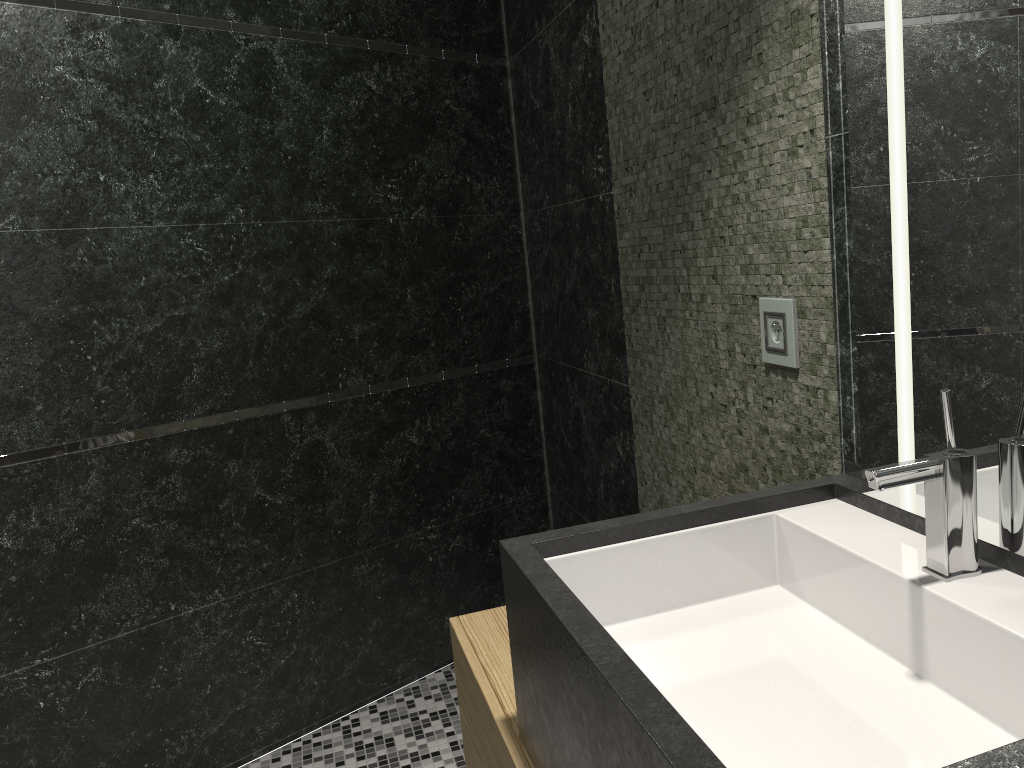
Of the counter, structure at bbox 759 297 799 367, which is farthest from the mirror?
structure at bbox 759 297 799 367

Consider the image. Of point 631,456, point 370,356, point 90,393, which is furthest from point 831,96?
point 90,393

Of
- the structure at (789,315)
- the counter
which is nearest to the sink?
the counter

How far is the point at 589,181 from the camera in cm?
260

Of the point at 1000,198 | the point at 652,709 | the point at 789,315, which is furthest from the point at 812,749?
the point at 789,315

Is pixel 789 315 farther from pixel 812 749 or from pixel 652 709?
pixel 652 709

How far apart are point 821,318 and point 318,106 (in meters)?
1.95

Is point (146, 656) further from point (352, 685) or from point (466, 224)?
point (466, 224)

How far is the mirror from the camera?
1.0m

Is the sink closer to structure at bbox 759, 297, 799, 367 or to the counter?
the counter
